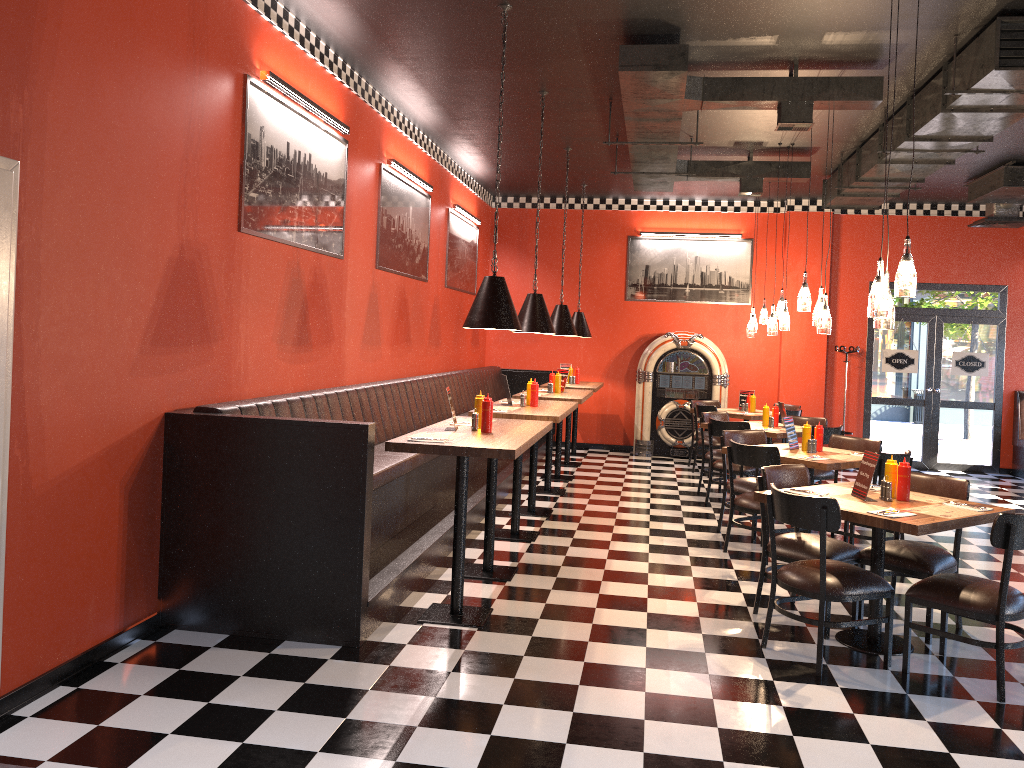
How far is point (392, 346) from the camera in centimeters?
850cm

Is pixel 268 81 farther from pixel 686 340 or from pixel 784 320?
pixel 686 340

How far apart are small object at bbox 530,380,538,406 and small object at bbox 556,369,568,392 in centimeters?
221cm

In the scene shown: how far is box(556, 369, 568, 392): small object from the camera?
9.7 meters

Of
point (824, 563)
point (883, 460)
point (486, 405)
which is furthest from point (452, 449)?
point (883, 460)

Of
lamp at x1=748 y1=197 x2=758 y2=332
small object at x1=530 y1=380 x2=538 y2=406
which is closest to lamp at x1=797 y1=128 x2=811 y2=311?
small object at x1=530 y1=380 x2=538 y2=406

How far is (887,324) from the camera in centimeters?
480cm

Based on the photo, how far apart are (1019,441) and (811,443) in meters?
6.6 m

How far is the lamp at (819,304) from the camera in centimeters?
699cm

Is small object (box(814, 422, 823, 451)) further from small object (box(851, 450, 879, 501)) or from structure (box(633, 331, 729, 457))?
structure (box(633, 331, 729, 457))
